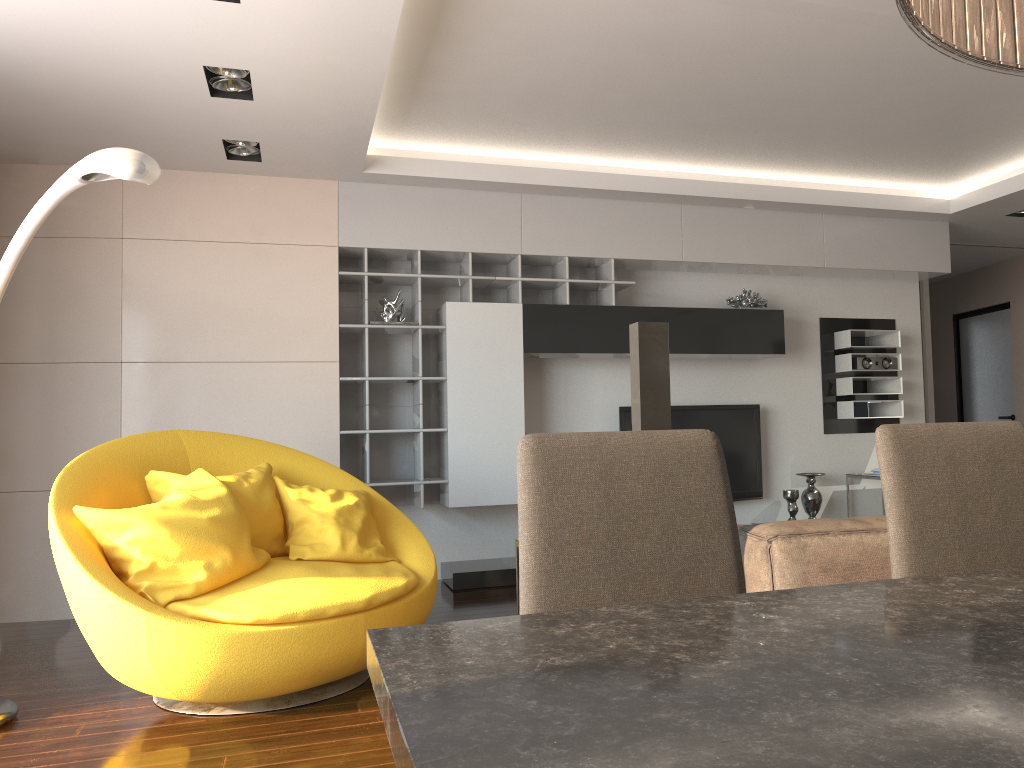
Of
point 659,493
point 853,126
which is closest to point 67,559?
point 659,493

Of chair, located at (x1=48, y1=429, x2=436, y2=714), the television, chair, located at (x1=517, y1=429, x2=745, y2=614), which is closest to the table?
chair, located at (x1=517, y1=429, x2=745, y2=614)

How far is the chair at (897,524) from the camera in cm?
157

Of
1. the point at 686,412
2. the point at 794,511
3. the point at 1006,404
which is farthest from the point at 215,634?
the point at 1006,404

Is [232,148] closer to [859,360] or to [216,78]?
[216,78]

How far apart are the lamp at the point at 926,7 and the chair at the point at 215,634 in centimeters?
270cm

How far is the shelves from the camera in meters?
5.5

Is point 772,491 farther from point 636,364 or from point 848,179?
point 636,364

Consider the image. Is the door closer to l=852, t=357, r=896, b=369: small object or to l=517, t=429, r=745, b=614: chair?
l=852, t=357, r=896, b=369: small object

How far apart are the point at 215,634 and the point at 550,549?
1.9m
